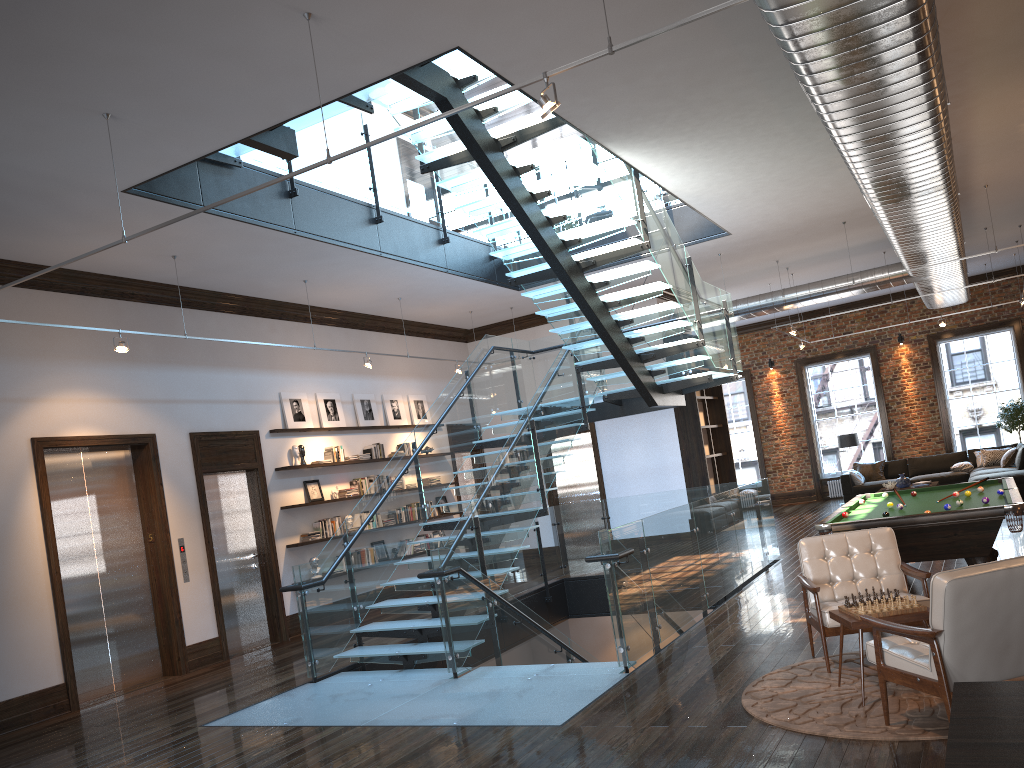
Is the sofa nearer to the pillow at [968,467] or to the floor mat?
the pillow at [968,467]

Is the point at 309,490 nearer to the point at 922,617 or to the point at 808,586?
the point at 808,586

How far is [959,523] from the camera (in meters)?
6.85

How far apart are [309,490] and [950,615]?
9.21m

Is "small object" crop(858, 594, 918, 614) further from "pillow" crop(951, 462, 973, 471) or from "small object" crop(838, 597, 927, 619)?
"pillow" crop(951, 462, 973, 471)

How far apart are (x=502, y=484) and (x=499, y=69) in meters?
4.0 m

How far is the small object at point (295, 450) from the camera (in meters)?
11.77

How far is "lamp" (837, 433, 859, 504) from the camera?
18.2m

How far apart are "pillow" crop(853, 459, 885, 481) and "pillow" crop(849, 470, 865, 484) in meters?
0.4

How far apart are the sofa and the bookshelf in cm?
343
